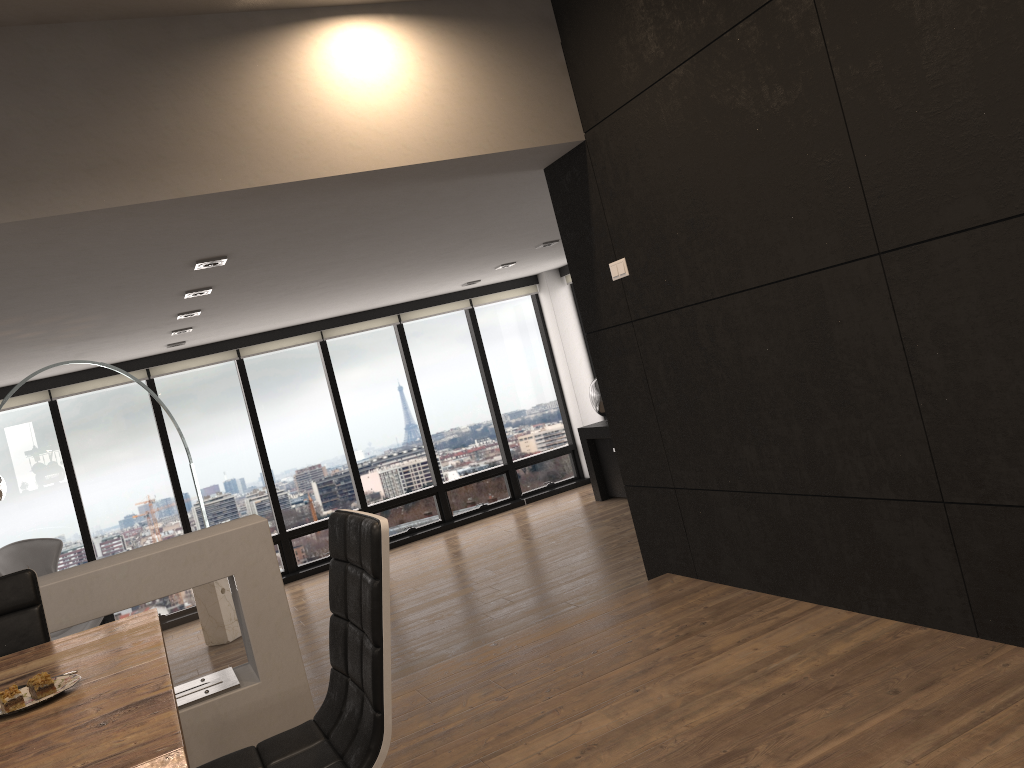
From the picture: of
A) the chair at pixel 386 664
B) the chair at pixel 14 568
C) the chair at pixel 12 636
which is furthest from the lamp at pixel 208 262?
the chair at pixel 14 568

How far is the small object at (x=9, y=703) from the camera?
1.6m

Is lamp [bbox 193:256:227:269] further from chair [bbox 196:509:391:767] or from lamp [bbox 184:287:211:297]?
chair [bbox 196:509:391:767]

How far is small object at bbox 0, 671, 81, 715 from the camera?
1.67m

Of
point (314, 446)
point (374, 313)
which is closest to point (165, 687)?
point (314, 446)

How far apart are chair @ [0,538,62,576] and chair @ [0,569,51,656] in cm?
540

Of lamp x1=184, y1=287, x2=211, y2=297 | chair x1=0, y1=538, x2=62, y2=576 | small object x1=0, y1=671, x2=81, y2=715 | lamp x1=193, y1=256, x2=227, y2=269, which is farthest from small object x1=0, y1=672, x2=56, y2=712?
chair x1=0, y1=538, x2=62, y2=576

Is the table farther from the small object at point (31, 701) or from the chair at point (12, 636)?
the chair at point (12, 636)

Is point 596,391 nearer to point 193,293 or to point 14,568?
point 193,293

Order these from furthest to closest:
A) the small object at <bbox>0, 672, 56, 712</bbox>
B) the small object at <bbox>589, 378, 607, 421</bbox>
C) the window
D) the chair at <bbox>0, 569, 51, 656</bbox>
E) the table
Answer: the small object at <bbox>589, 378, 607, 421</bbox> < the window < the chair at <bbox>0, 569, 51, 656</bbox> < the small object at <bbox>0, 672, 56, 712</bbox> < the table
